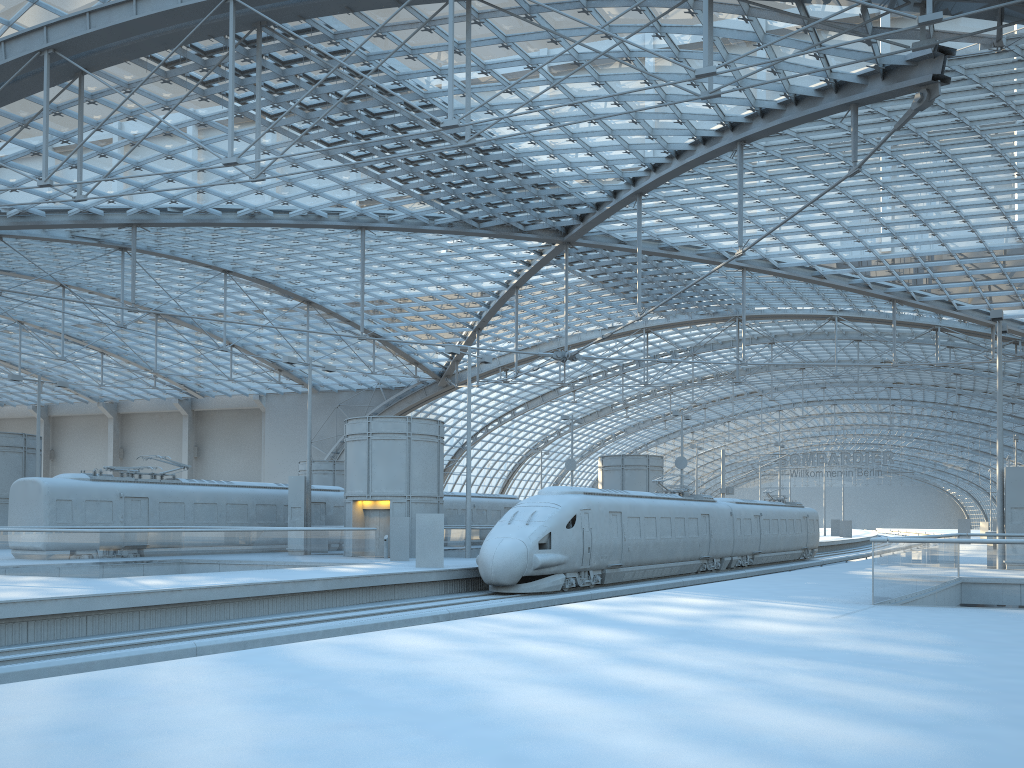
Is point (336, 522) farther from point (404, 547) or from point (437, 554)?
point (437, 554)

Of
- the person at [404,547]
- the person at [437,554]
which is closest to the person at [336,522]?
the person at [404,547]

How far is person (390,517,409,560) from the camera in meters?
30.8 m

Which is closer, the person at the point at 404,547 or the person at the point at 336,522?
the person at the point at 404,547

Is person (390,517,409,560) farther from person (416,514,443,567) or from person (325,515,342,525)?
person (325,515,342,525)

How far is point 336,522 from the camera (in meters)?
39.35

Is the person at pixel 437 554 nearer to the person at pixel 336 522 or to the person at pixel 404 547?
the person at pixel 404 547

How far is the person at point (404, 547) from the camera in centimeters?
3082cm

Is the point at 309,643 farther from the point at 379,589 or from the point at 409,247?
the point at 409,247

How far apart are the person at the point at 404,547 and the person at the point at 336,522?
9.1 meters
